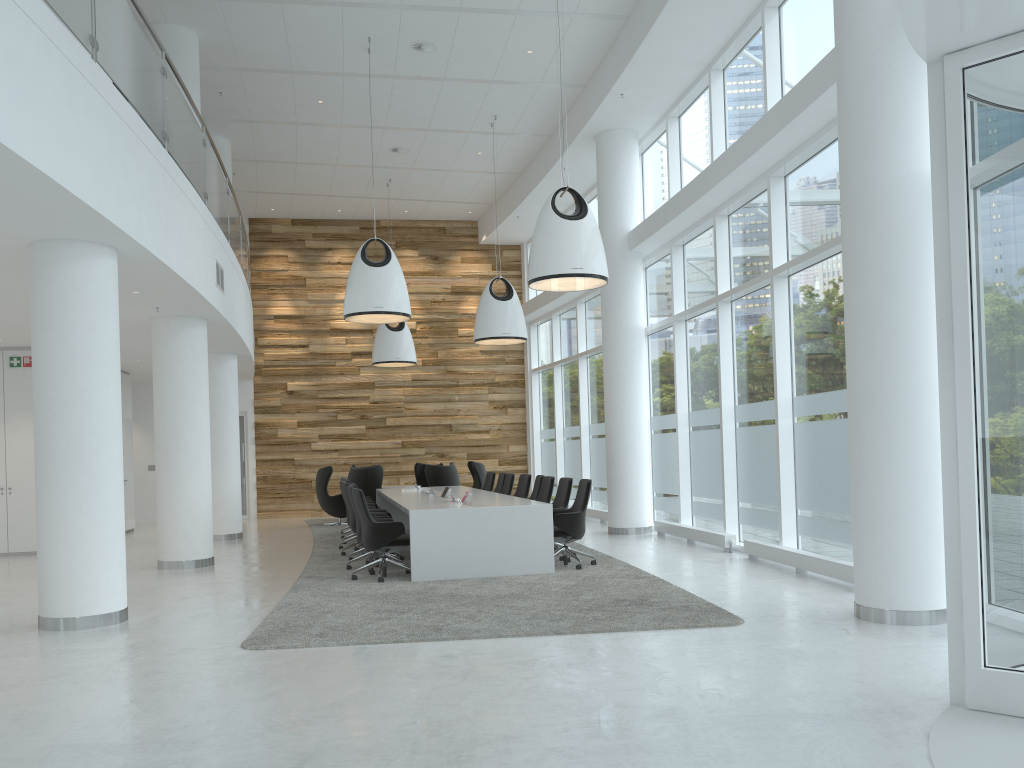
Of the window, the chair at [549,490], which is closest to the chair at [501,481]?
the window

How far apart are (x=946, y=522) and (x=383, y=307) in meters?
8.1 m

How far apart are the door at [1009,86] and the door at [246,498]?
17.5 meters

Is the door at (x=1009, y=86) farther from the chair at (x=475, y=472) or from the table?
the chair at (x=475, y=472)

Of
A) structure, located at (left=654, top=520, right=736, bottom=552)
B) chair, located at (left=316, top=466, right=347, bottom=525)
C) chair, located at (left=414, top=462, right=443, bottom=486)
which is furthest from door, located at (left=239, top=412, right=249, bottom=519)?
structure, located at (left=654, top=520, right=736, bottom=552)

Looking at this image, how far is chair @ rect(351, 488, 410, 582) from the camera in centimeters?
908cm

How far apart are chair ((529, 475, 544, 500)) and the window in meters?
2.1

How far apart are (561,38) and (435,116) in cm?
316

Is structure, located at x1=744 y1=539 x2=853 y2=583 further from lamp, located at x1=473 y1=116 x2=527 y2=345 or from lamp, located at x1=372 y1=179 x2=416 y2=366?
lamp, located at x1=372 y1=179 x2=416 y2=366

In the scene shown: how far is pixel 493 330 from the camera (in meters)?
13.93
